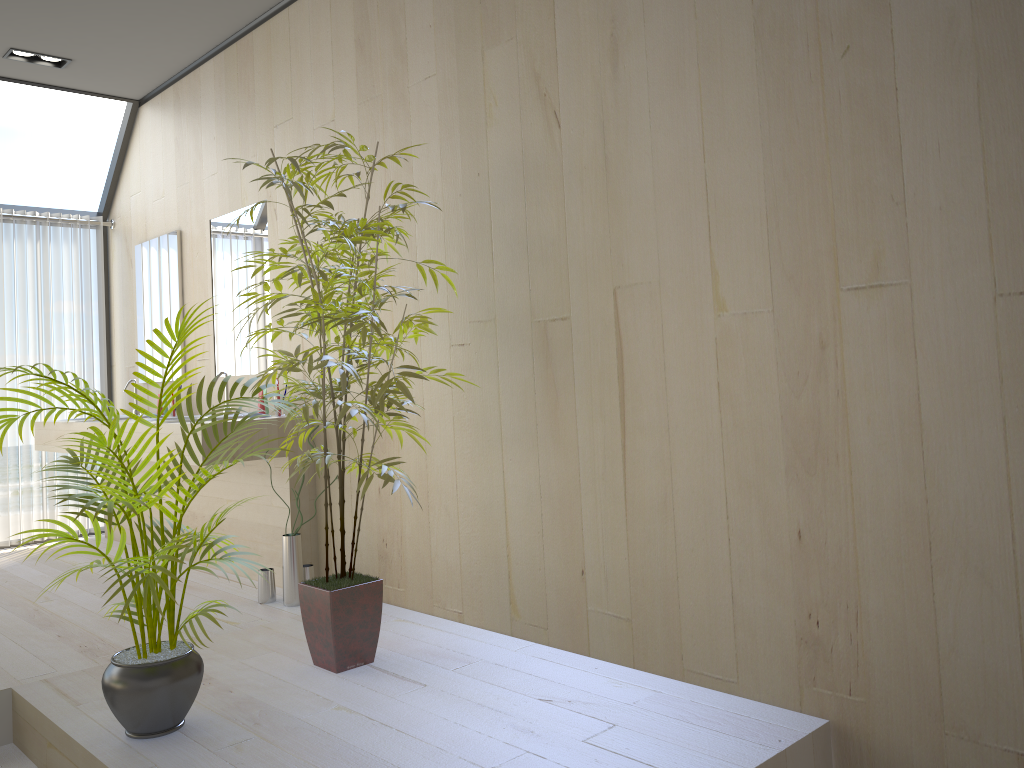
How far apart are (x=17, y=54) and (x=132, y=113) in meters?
0.9 m

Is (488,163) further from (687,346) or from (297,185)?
(687,346)

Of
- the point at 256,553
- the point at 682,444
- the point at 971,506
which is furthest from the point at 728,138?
the point at 256,553

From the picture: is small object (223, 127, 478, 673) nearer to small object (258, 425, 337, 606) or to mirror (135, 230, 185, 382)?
small object (258, 425, 337, 606)

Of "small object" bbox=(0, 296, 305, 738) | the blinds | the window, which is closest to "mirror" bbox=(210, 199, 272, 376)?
the window

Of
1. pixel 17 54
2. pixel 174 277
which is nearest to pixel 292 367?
pixel 174 277

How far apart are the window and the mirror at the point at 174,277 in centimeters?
61cm

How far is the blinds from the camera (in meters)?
5.47

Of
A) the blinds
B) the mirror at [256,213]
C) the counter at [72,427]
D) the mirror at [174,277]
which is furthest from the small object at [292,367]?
the blinds

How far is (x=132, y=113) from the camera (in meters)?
5.52
